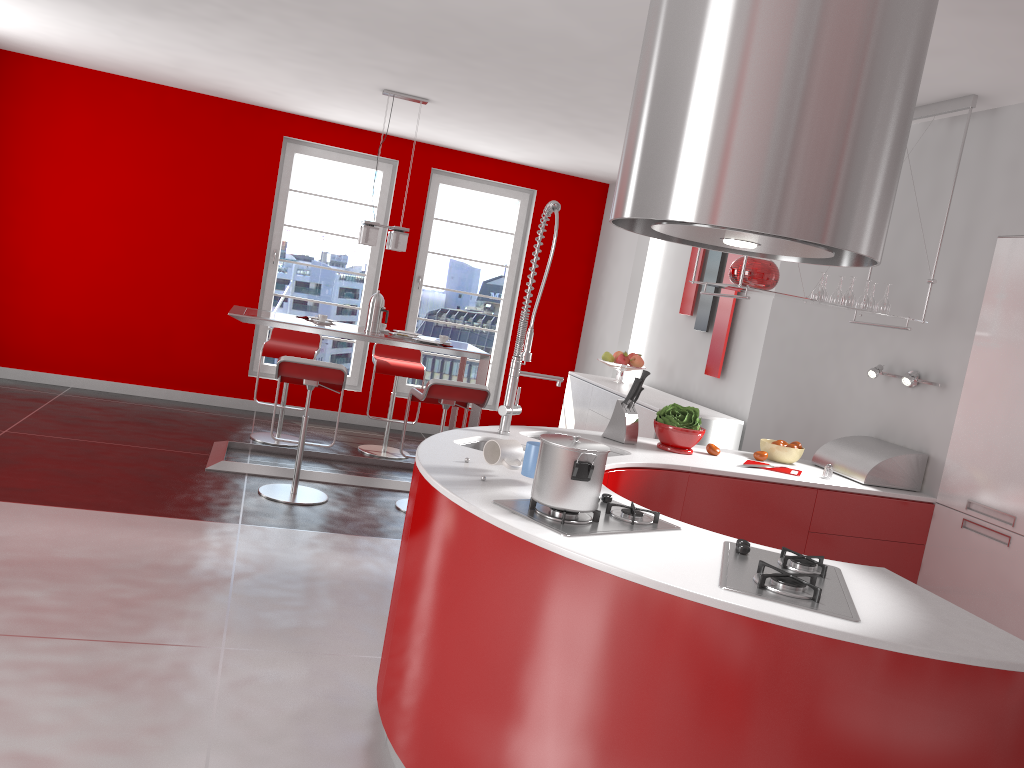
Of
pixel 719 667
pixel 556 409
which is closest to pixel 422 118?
pixel 556 409

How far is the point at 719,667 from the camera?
1.9 meters

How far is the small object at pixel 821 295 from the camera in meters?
4.0 m

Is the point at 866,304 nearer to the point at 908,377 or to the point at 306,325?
the point at 908,377

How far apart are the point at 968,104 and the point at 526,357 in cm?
221

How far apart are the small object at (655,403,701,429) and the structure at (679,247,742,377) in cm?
237

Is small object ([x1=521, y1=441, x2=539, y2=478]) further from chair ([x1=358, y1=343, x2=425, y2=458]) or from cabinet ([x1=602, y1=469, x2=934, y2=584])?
chair ([x1=358, y1=343, x2=425, y2=458])

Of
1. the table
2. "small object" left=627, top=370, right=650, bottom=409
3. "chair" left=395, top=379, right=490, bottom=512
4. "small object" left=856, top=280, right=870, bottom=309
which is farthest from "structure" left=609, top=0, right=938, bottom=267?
the table

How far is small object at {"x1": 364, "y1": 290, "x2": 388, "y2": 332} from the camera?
6.03m

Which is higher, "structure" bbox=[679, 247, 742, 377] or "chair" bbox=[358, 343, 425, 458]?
"structure" bbox=[679, 247, 742, 377]
